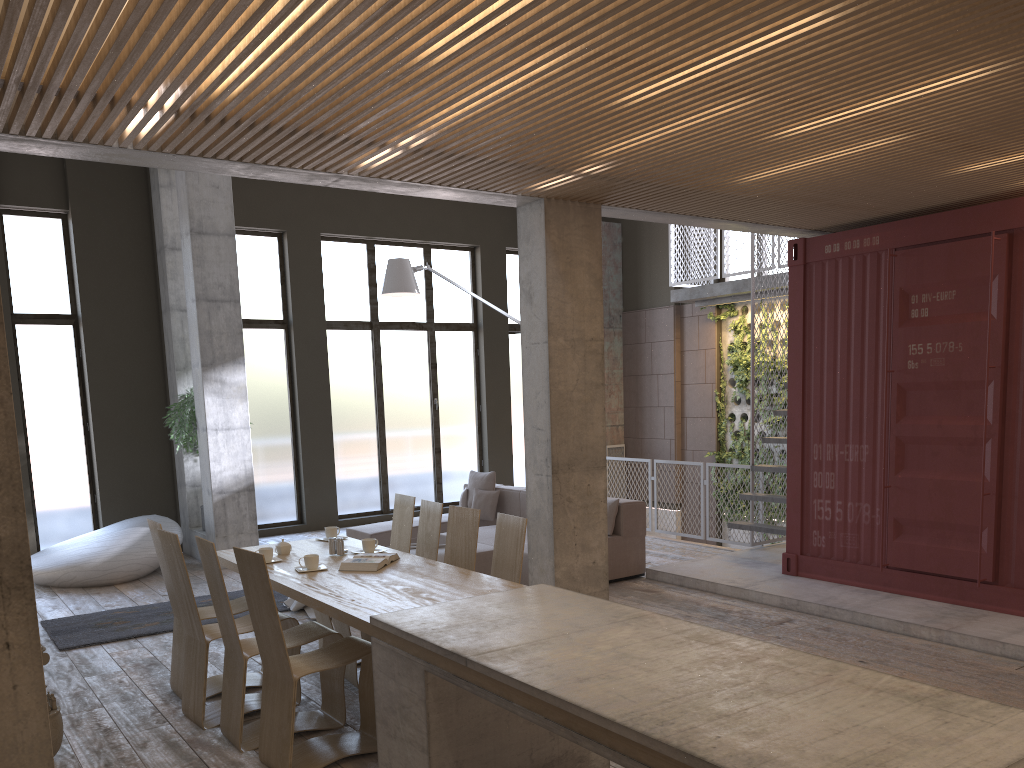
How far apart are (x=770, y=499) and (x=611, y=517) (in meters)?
1.80

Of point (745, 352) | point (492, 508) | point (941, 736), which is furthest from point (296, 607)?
point (745, 352)

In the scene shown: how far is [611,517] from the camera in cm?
856

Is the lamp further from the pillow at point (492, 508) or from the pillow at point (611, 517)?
the pillow at point (611, 517)

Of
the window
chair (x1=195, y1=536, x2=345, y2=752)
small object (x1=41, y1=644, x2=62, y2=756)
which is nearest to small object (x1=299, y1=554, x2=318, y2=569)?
chair (x1=195, y1=536, x2=345, y2=752)

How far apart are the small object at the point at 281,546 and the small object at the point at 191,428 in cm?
492

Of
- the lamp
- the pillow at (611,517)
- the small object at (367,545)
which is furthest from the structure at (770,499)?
the small object at (367,545)

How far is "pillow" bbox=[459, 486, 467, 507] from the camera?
10.60m

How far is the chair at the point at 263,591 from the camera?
4.3 meters

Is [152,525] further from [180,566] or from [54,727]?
[54,727]
